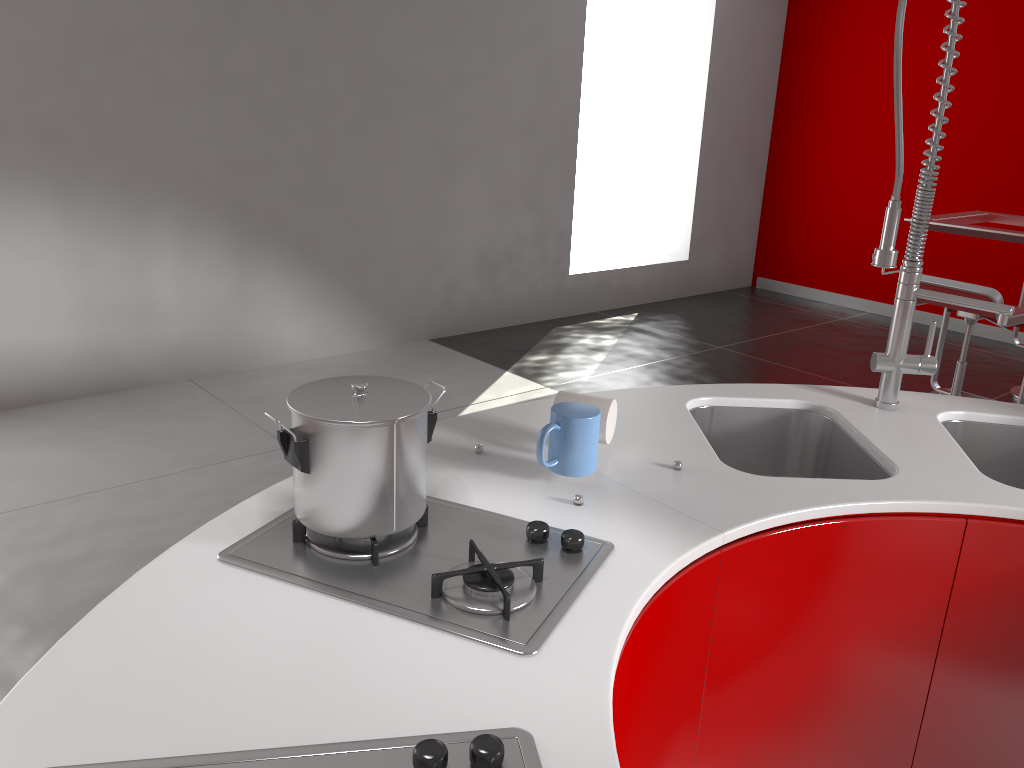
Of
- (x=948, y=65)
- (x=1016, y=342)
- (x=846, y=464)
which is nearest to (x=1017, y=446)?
(x=846, y=464)

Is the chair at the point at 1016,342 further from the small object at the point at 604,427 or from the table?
the small object at the point at 604,427

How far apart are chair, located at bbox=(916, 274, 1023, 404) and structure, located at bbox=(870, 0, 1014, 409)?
1.8m

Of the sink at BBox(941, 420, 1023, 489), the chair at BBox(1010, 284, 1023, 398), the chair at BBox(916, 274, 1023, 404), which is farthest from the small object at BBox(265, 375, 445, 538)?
the chair at BBox(1010, 284, 1023, 398)

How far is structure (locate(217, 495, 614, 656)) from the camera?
1.0m

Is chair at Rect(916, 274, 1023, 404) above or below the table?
below

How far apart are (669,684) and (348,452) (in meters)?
0.58

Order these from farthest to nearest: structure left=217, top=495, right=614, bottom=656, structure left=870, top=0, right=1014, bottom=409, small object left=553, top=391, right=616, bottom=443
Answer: structure left=870, top=0, right=1014, bottom=409 → small object left=553, top=391, right=616, bottom=443 → structure left=217, top=495, right=614, bottom=656

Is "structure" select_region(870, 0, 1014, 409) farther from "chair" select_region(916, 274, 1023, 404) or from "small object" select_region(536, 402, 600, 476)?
"chair" select_region(916, 274, 1023, 404)

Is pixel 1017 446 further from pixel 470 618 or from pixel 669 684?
pixel 470 618
